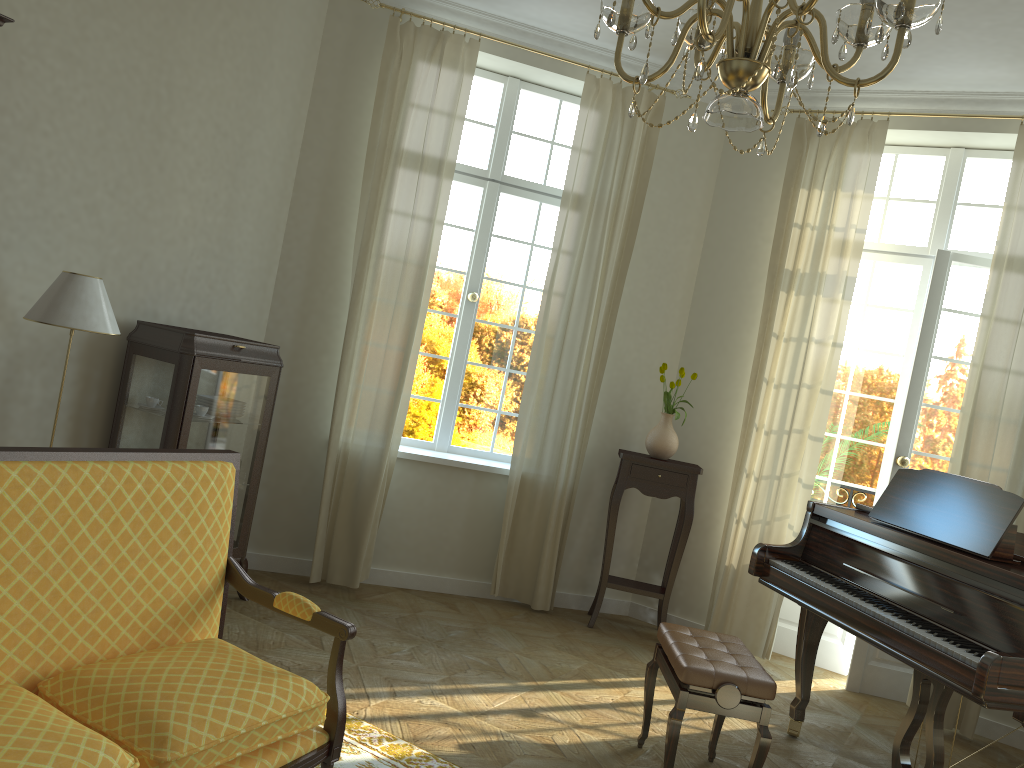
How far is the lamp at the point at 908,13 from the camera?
1.73m

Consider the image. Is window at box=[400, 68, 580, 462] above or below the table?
above

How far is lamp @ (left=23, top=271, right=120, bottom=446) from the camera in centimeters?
362cm

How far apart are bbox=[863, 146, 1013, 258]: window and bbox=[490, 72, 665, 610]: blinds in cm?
150

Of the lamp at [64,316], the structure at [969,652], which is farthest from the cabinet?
the structure at [969,652]

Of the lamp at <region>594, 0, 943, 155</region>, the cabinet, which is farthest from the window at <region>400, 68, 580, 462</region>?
the lamp at <region>594, 0, 943, 155</region>

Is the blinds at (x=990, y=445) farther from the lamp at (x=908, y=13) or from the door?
the lamp at (x=908, y=13)

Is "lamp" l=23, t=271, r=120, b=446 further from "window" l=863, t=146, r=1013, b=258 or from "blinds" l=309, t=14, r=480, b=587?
"window" l=863, t=146, r=1013, b=258

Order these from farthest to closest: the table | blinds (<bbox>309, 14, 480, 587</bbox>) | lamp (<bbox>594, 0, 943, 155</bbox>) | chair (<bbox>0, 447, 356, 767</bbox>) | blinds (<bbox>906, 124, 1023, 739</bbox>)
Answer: the table < blinds (<bbox>309, 14, 480, 587</bbox>) < blinds (<bbox>906, 124, 1023, 739</bbox>) < chair (<bbox>0, 447, 356, 767</bbox>) < lamp (<bbox>594, 0, 943, 155</bbox>)

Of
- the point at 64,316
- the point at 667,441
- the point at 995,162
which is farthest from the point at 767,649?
the point at 64,316
